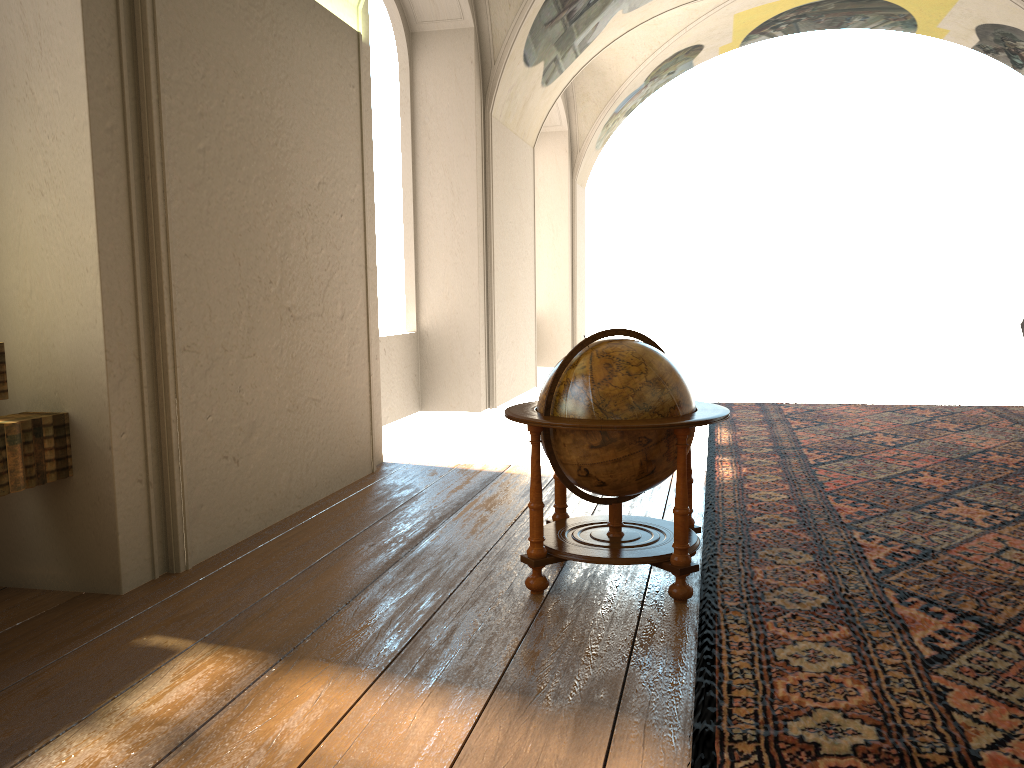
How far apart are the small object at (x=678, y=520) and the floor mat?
0.10m

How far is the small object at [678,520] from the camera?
4.7m

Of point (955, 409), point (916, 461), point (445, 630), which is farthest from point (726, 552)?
point (955, 409)

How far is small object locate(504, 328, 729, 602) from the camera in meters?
4.7

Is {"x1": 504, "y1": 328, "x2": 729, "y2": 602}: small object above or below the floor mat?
above

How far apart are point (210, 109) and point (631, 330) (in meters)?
3.03

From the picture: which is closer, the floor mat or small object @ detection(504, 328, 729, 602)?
the floor mat

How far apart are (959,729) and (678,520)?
1.7m

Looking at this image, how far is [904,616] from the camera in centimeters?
438cm

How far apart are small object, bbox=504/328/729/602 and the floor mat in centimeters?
10cm
